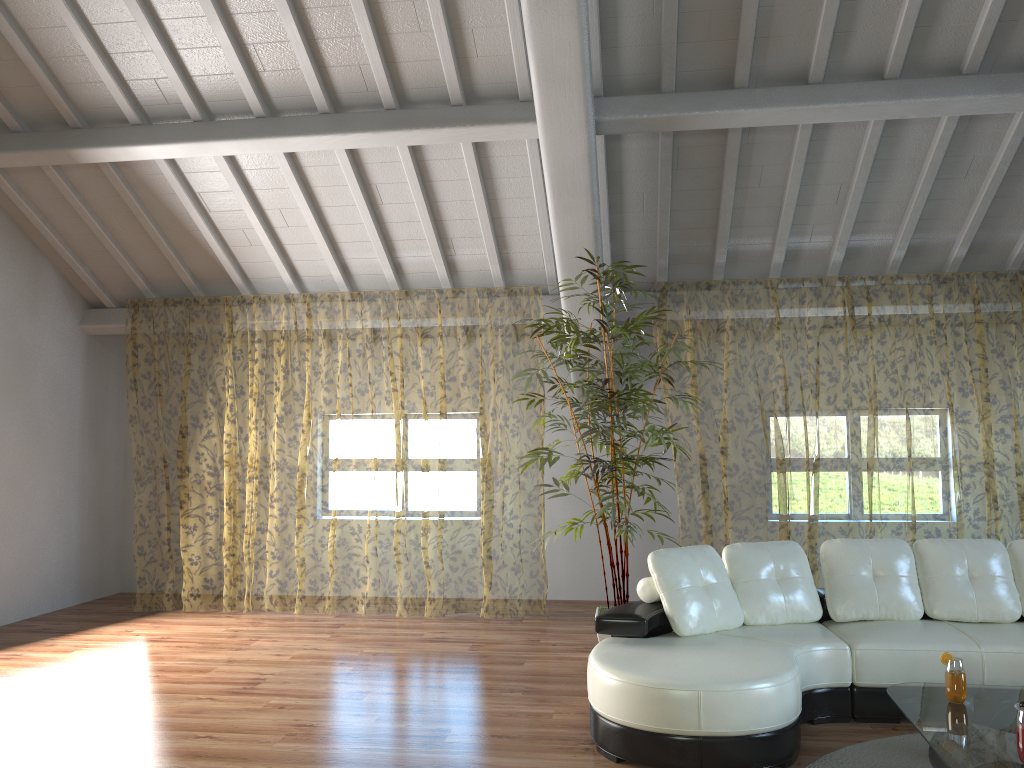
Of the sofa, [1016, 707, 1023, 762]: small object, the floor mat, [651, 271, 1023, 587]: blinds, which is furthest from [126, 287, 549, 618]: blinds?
[1016, 707, 1023, 762]: small object

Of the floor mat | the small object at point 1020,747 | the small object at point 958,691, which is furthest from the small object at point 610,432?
the small object at point 1020,747

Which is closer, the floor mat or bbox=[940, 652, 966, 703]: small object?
bbox=[940, 652, 966, 703]: small object

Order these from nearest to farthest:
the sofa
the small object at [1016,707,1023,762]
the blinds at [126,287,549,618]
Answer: the small object at [1016,707,1023,762]
the sofa
the blinds at [126,287,549,618]

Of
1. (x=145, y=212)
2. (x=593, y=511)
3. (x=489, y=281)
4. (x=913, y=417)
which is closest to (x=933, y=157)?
(x=593, y=511)

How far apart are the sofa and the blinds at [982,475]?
1.9 meters

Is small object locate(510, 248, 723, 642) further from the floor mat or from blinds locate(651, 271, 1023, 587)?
the floor mat

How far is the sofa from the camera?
3.5m

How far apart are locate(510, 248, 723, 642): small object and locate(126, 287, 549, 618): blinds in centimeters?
212cm

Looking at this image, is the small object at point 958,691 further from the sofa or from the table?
the sofa
